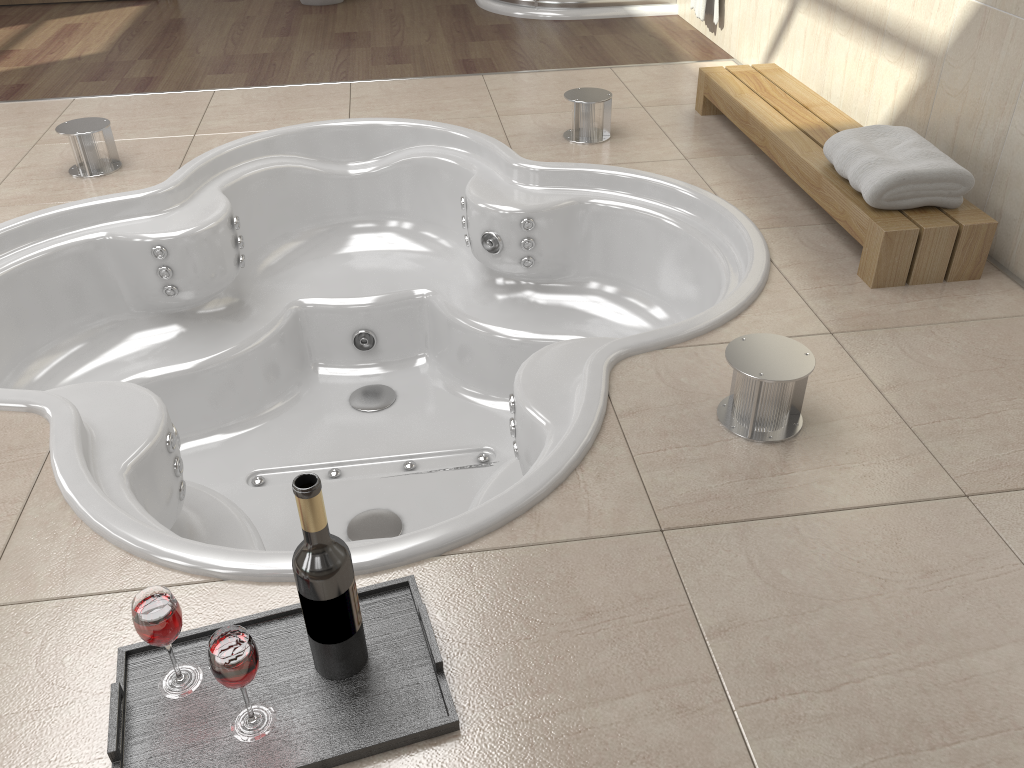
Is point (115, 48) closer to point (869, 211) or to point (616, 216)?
point (616, 216)

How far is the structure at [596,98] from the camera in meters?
2.7

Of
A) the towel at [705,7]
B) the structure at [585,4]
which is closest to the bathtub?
the towel at [705,7]

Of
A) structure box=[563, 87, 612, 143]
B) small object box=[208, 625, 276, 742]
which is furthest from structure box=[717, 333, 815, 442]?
structure box=[563, 87, 612, 143]

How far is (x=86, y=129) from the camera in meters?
2.6

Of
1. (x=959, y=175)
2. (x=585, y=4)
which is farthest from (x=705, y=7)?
(x=959, y=175)

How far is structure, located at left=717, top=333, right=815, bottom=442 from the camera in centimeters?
148cm

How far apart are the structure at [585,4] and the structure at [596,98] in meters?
1.5

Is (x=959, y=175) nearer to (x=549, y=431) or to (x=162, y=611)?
(x=549, y=431)

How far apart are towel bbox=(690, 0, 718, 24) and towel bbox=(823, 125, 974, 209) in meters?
1.7 m
